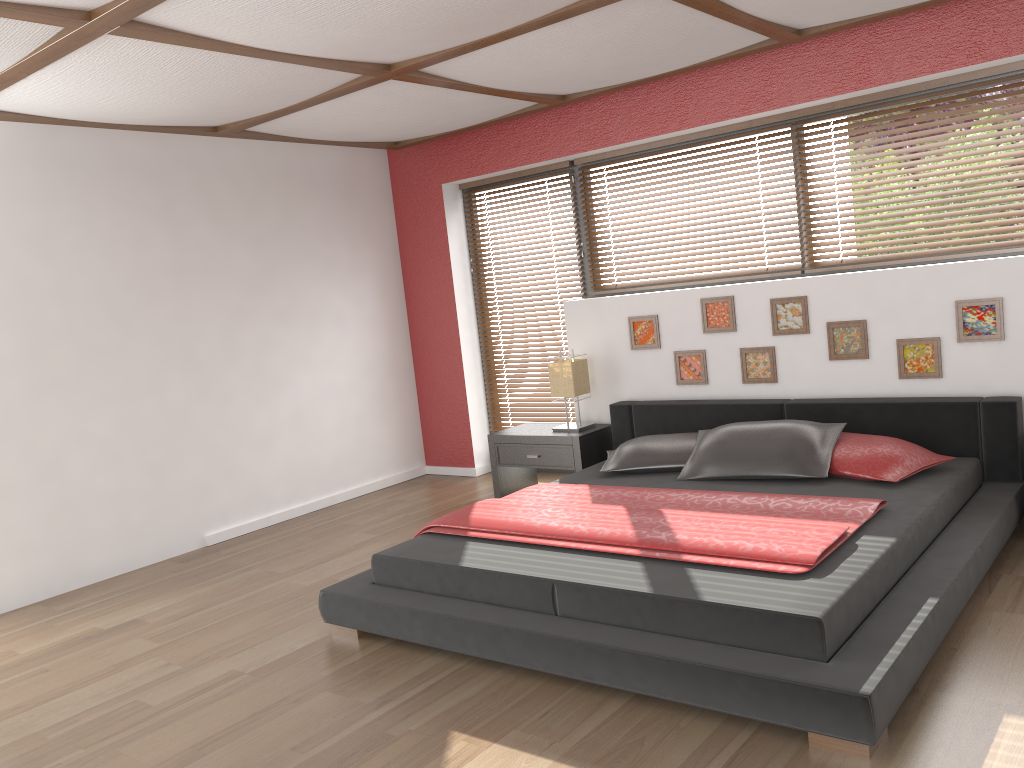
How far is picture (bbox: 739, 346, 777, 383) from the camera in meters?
4.8 m

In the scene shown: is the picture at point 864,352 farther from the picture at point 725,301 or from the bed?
the picture at point 725,301

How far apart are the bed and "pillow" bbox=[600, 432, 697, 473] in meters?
0.0 m

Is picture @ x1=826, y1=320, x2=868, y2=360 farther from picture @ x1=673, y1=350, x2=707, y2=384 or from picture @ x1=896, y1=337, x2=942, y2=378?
picture @ x1=673, y1=350, x2=707, y2=384

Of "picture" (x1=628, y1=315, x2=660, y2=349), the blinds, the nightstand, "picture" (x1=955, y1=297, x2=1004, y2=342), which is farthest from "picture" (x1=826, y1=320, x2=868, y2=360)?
the blinds

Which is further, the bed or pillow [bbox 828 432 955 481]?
pillow [bbox 828 432 955 481]

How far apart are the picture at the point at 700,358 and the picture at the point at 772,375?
0.24m

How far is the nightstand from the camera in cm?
521

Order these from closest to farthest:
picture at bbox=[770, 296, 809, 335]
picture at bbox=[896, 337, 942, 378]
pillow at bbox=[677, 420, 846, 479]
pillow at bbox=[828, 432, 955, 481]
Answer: pillow at bbox=[828, 432, 955, 481] < pillow at bbox=[677, 420, 846, 479] < picture at bbox=[896, 337, 942, 378] < picture at bbox=[770, 296, 809, 335]

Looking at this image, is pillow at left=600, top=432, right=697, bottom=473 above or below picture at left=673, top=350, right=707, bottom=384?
below
